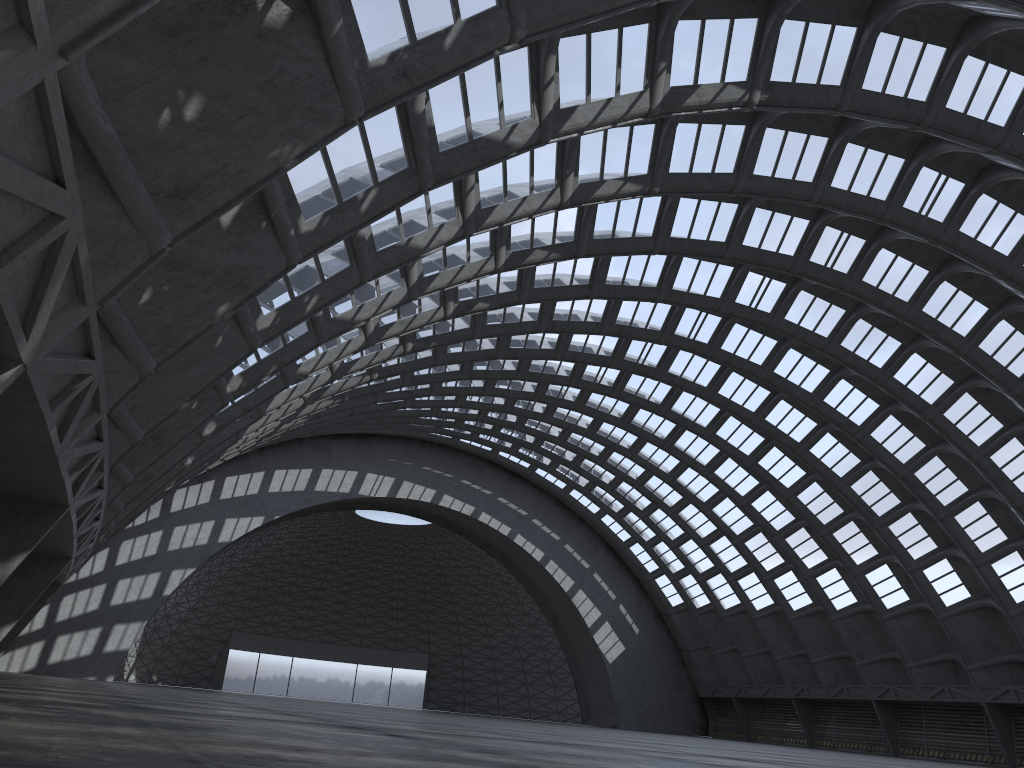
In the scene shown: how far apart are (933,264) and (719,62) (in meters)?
16.67
